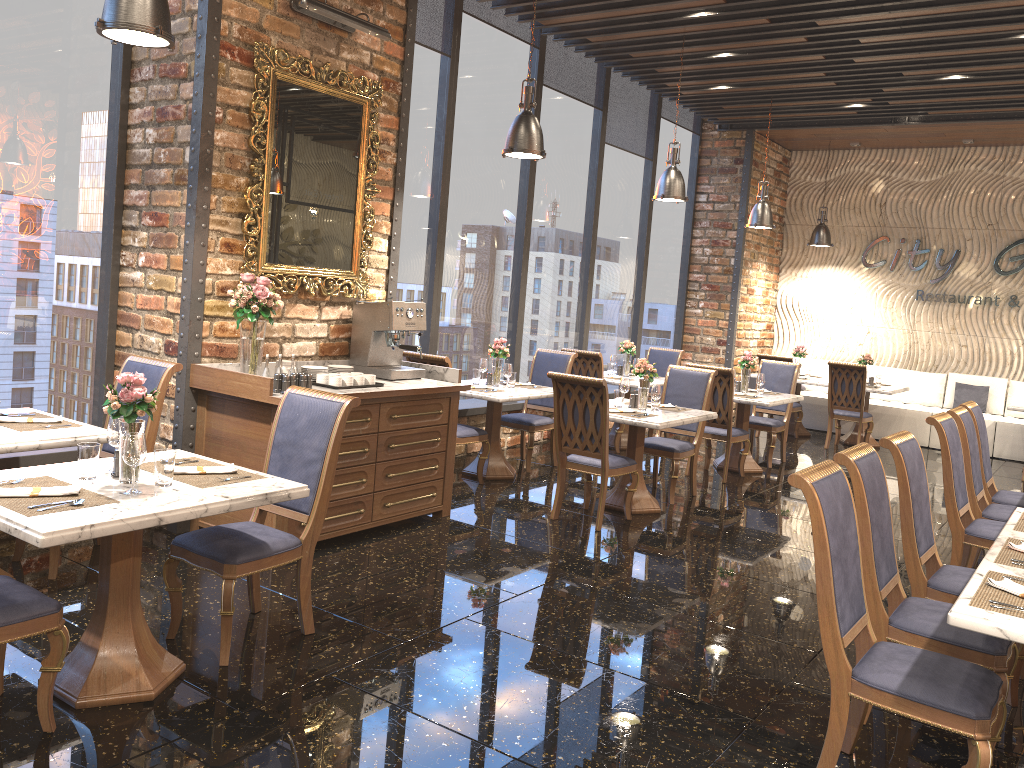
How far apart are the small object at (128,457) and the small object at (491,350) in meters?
4.5 m

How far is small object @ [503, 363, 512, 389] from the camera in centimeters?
739cm

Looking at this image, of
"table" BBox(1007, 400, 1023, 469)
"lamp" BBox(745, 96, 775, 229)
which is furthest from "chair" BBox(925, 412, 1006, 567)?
"lamp" BBox(745, 96, 775, 229)

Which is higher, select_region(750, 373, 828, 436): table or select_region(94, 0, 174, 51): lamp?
select_region(94, 0, 174, 51): lamp

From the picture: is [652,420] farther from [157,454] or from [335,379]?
[157,454]

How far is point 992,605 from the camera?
2.7 meters

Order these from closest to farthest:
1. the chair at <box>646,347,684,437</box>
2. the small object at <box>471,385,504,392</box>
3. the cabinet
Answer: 1. the cabinet
2. the small object at <box>471,385,504,392</box>
3. the chair at <box>646,347,684,437</box>

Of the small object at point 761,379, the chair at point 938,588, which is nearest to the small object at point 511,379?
the small object at point 761,379

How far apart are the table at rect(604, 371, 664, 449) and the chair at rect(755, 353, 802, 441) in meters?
2.2 m

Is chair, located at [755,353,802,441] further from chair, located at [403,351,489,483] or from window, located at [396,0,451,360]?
chair, located at [403,351,489,483]
